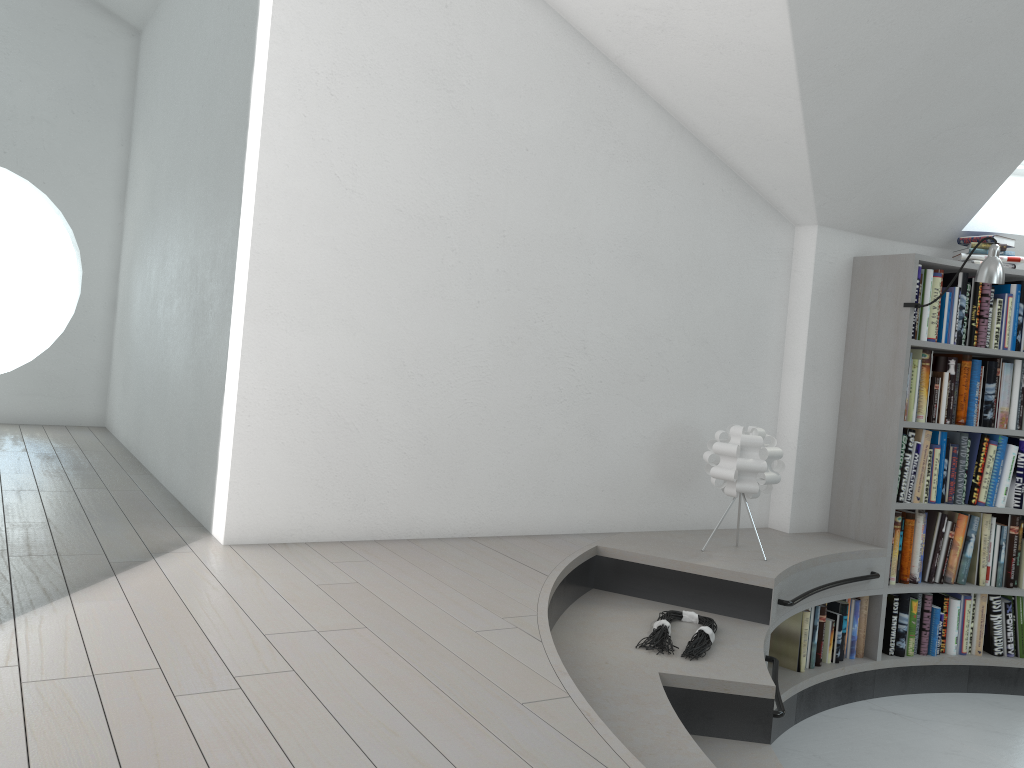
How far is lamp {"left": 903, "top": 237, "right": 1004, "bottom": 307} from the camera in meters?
3.8 m

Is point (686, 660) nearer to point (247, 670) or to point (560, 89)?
point (247, 670)

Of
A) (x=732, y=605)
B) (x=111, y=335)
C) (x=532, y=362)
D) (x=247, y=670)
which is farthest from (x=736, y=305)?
(x=111, y=335)

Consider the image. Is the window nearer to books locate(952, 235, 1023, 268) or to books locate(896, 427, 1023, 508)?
books locate(952, 235, 1023, 268)

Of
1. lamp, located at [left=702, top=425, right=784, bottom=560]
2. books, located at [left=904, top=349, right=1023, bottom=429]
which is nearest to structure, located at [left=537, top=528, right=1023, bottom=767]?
lamp, located at [left=702, top=425, right=784, bottom=560]

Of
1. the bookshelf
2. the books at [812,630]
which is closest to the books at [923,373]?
the bookshelf

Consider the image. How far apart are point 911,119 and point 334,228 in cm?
237

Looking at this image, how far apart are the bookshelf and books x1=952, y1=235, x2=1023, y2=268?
0.05m

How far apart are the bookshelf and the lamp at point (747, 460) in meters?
0.8

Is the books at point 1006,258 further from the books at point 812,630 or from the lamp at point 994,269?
the books at point 812,630
